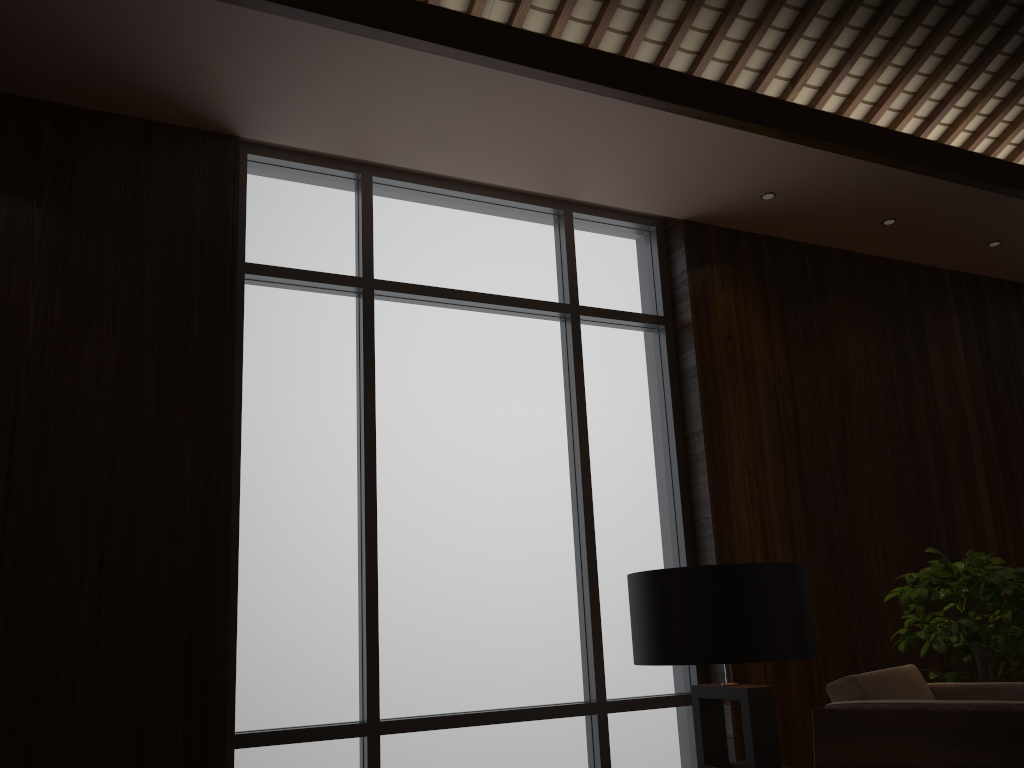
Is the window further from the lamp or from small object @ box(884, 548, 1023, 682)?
the lamp

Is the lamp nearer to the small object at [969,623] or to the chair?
the chair

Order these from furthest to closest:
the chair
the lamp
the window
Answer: the window → the chair → the lamp

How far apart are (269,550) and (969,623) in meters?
2.7

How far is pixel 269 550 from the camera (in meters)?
3.32

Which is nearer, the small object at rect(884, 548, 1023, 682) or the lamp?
the lamp

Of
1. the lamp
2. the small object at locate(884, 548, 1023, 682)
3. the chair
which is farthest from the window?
the lamp

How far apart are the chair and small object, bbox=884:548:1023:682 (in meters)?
0.23

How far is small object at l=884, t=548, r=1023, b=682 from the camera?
3.4 meters

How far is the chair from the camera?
2.40m
